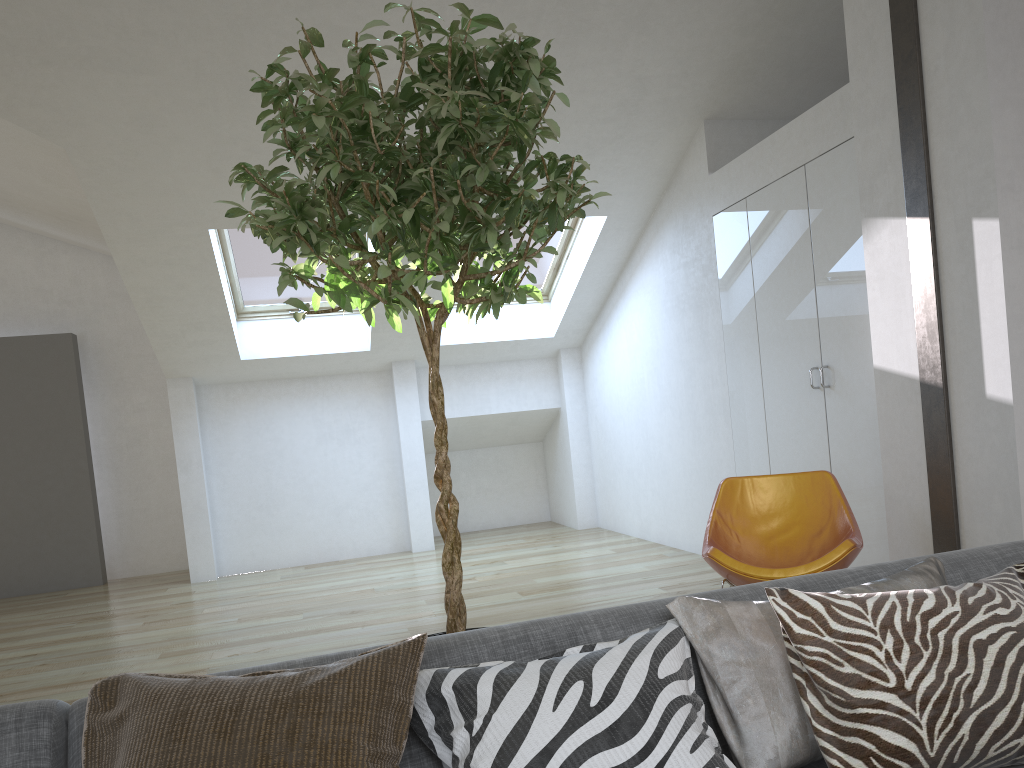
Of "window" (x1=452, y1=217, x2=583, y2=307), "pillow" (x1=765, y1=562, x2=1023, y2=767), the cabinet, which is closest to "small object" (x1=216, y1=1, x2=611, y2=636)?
"pillow" (x1=765, y1=562, x2=1023, y2=767)

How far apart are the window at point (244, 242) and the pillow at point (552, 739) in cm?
555

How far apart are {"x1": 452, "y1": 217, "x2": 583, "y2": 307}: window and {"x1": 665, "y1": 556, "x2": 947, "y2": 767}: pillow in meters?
5.5

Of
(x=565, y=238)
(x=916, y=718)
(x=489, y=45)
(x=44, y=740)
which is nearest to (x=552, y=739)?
(x=916, y=718)

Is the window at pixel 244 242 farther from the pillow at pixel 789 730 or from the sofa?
the pillow at pixel 789 730

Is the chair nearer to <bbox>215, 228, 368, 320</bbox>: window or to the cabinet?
the cabinet

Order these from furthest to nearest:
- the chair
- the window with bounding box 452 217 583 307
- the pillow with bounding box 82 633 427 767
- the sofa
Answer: the window with bounding box 452 217 583 307, the chair, the sofa, the pillow with bounding box 82 633 427 767

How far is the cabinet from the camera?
4.3m

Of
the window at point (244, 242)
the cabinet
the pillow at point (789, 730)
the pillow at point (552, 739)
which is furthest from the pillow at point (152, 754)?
the window at point (244, 242)

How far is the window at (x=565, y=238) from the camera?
7.20m
